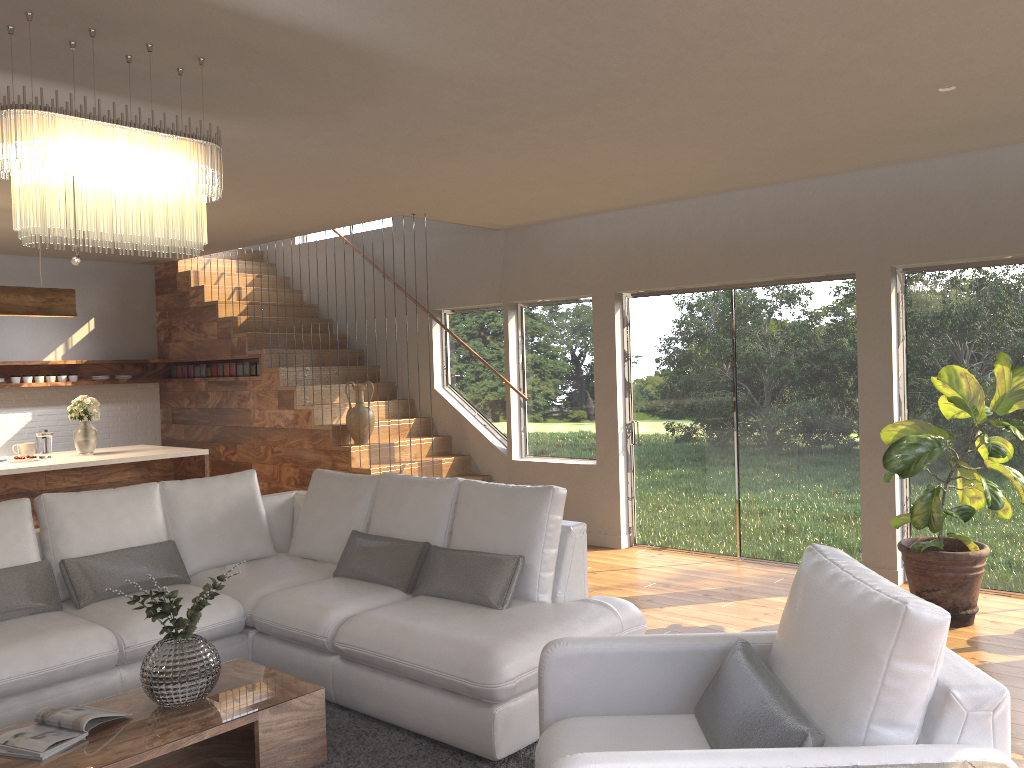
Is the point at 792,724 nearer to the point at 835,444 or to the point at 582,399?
the point at 835,444

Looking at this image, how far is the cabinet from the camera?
6.2m

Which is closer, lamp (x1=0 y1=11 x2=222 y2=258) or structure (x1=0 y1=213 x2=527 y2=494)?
lamp (x1=0 y1=11 x2=222 y2=258)

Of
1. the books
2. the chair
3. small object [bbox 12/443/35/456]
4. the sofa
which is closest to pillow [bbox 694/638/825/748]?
the chair

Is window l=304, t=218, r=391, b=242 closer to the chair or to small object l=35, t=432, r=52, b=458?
small object l=35, t=432, r=52, b=458

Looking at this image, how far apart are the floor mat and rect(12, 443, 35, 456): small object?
3.7m

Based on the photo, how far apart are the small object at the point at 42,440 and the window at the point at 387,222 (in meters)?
4.11

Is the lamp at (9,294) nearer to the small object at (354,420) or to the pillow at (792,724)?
the small object at (354,420)

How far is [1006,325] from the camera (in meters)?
5.57

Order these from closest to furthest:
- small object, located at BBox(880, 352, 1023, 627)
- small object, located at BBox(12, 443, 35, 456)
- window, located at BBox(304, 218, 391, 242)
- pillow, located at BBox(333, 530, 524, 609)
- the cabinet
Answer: pillow, located at BBox(333, 530, 524, 609) < small object, located at BBox(880, 352, 1023, 627) < the cabinet < small object, located at BBox(12, 443, 35, 456) < window, located at BBox(304, 218, 391, 242)
